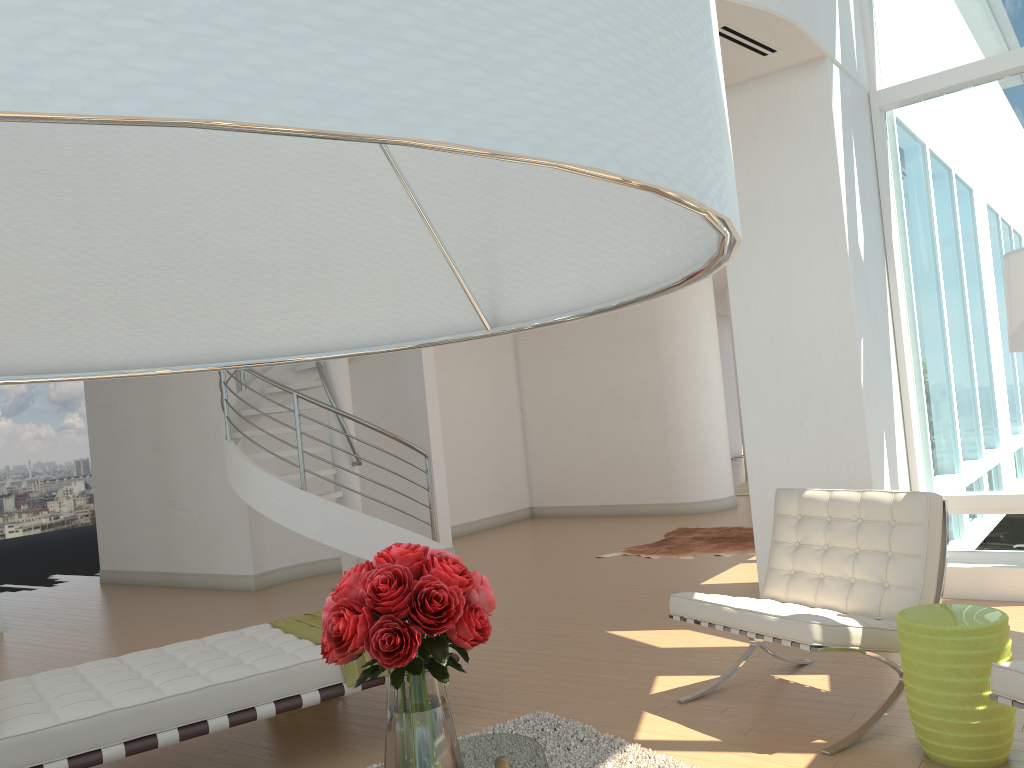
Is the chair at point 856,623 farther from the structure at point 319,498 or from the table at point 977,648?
the structure at point 319,498

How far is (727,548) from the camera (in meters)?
8.34

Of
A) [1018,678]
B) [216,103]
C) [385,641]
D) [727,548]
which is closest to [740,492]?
[727,548]

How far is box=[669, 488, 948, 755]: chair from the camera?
3.6m

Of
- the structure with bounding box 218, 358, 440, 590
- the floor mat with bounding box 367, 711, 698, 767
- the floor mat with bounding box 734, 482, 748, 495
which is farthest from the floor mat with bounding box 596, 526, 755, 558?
the floor mat with bounding box 367, 711, 698, 767

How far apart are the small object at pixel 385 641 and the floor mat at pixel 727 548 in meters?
6.0

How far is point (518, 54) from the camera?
0.25m

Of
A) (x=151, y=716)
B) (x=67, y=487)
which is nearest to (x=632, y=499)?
(x=151, y=716)

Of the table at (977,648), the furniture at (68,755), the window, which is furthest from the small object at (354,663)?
the window

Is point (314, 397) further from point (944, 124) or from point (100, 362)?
point (100, 362)
